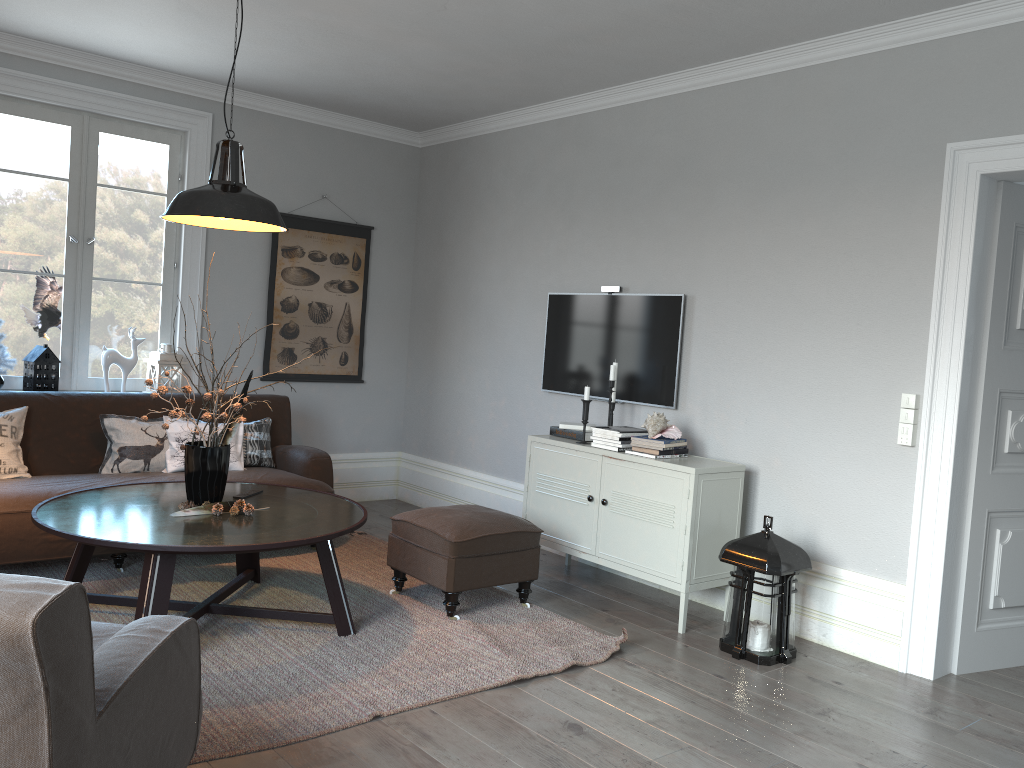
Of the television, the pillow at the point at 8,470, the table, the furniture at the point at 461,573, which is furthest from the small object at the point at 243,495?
the television

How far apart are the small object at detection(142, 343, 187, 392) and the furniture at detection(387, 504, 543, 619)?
2.0m

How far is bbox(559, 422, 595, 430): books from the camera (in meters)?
4.83

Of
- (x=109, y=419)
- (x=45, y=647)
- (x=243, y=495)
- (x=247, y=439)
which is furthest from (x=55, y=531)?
(x=247, y=439)

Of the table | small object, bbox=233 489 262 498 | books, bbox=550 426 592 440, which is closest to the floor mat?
the table

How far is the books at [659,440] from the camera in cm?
424

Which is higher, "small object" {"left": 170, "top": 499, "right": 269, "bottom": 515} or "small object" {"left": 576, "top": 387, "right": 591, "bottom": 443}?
"small object" {"left": 576, "top": 387, "right": 591, "bottom": 443}

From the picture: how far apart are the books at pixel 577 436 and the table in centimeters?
134cm

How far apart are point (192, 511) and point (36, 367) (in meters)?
2.08

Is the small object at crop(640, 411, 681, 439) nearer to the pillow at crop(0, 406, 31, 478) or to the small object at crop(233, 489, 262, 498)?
the small object at crop(233, 489, 262, 498)
